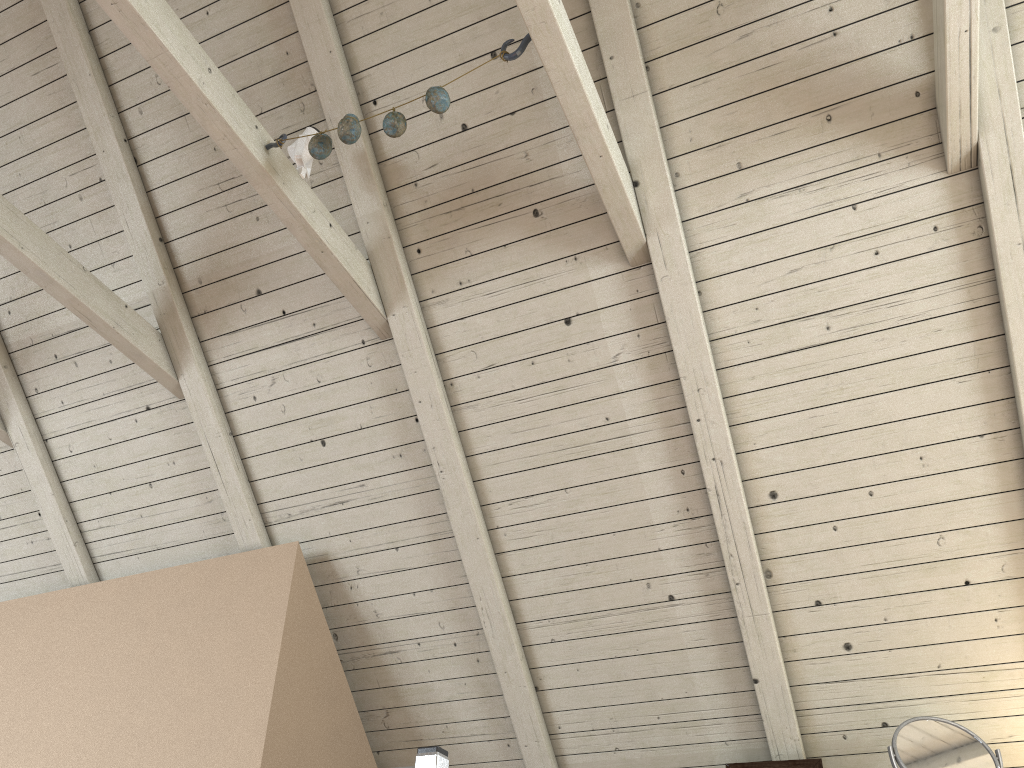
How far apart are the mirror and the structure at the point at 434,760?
1.01m

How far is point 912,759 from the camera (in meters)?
1.65

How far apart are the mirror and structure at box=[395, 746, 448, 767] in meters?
1.0

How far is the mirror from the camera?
1.65m

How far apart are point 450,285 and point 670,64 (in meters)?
0.66

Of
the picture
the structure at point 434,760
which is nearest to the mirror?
the picture

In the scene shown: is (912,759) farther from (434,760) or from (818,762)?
(434,760)

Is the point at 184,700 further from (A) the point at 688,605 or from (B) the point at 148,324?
(A) the point at 688,605

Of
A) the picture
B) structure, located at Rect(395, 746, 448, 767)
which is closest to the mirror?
the picture

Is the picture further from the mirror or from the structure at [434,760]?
the structure at [434,760]
